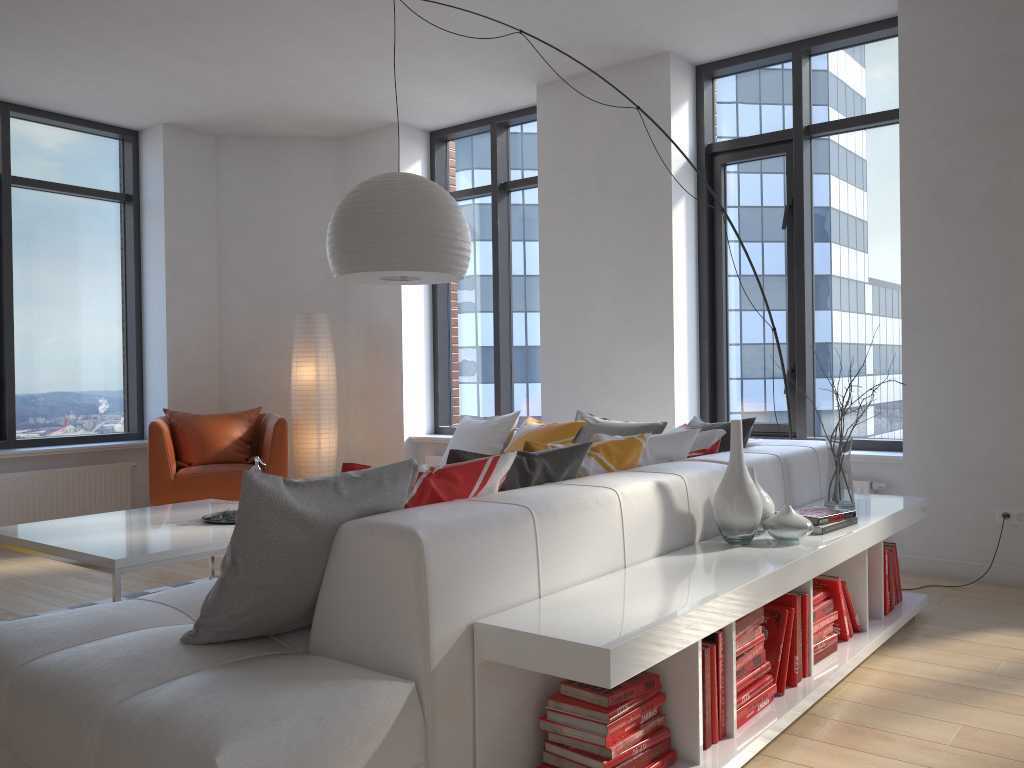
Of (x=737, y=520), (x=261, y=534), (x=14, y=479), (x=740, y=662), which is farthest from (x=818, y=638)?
(x=14, y=479)

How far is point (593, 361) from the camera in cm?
572

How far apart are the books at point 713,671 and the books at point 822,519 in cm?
88

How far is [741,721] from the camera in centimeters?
243cm

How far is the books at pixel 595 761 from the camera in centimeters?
202cm

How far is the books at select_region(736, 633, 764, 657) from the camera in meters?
2.5

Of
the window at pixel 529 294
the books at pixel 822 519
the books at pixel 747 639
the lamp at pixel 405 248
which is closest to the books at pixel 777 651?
the books at pixel 747 639

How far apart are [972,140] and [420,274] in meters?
2.8 m

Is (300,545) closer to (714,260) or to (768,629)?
(768,629)

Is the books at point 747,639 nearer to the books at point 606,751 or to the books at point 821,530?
the books at point 606,751
